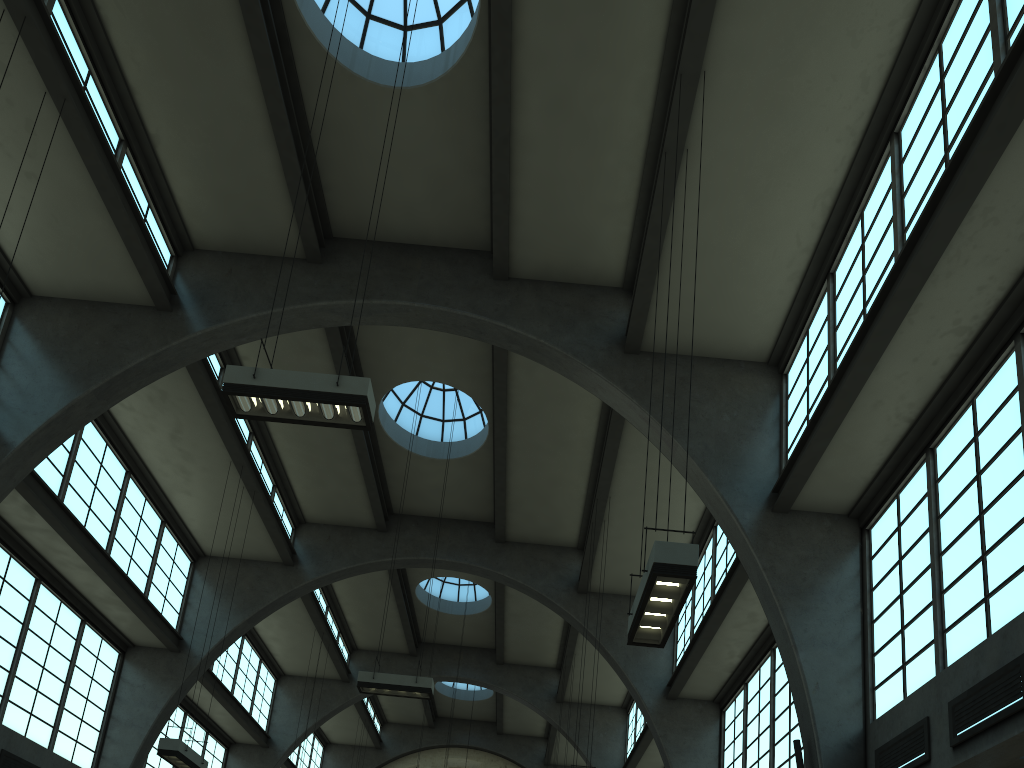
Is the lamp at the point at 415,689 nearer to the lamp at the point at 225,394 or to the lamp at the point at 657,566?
the lamp at the point at 225,394

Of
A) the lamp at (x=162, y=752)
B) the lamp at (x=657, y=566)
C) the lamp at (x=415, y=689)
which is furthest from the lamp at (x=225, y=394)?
the lamp at (x=162, y=752)

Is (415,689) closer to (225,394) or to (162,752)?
(162,752)

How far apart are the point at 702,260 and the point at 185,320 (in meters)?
9.50

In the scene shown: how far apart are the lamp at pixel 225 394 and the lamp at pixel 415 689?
7.5 meters

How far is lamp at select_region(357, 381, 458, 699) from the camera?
15.11m

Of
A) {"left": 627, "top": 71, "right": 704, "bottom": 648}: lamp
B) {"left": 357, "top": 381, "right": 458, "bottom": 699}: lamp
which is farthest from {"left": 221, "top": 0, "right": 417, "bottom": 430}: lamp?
{"left": 357, "top": 381, "right": 458, "bottom": 699}: lamp

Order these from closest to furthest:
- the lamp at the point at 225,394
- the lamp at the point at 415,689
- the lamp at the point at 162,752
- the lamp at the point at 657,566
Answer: the lamp at the point at 657,566 → the lamp at the point at 225,394 → the lamp at the point at 162,752 → the lamp at the point at 415,689

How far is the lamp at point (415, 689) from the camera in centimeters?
1511cm

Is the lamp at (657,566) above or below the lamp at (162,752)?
below
